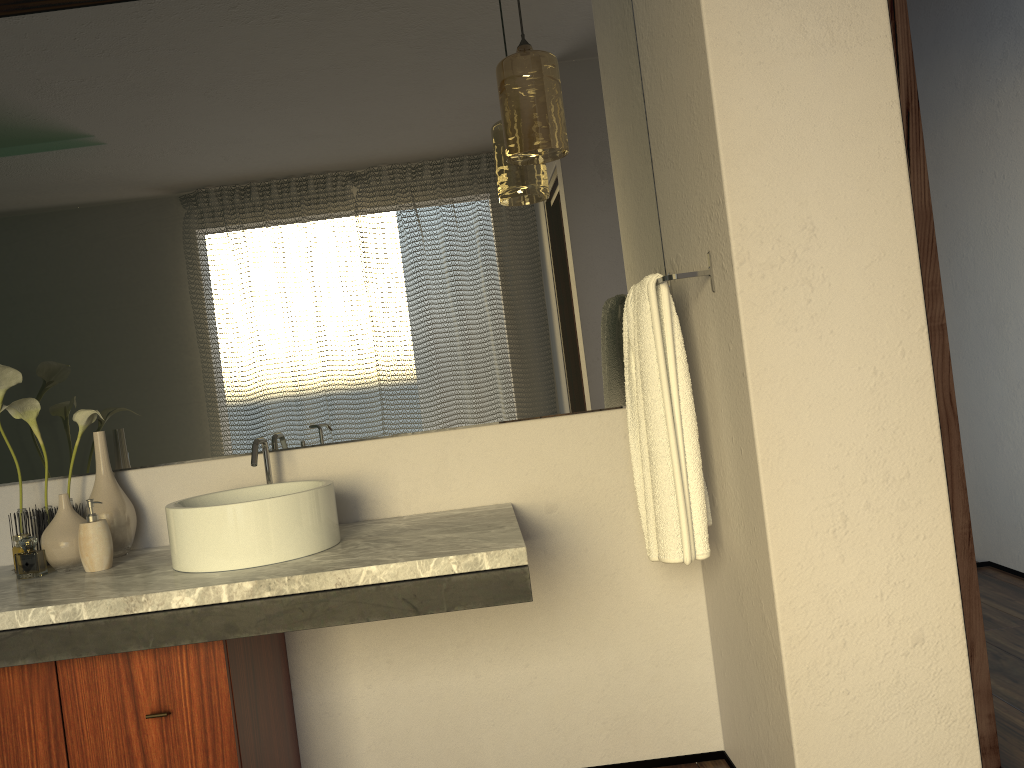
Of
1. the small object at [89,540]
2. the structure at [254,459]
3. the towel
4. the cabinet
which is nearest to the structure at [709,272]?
the towel

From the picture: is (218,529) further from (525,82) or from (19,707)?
(525,82)

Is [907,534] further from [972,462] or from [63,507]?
[972,462]

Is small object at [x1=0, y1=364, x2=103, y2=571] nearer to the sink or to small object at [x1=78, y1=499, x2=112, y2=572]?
small object at [x1=78, y1=499, x2=112, y2=572]

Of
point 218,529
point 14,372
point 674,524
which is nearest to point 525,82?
point 674,524

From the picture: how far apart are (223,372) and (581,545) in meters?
1.0

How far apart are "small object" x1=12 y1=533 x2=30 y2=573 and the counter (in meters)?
0.08

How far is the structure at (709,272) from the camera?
1.8 meters

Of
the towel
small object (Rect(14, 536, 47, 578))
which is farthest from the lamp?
small object (Rect(14, 536, 47, 578))

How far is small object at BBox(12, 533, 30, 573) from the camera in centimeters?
197cm
